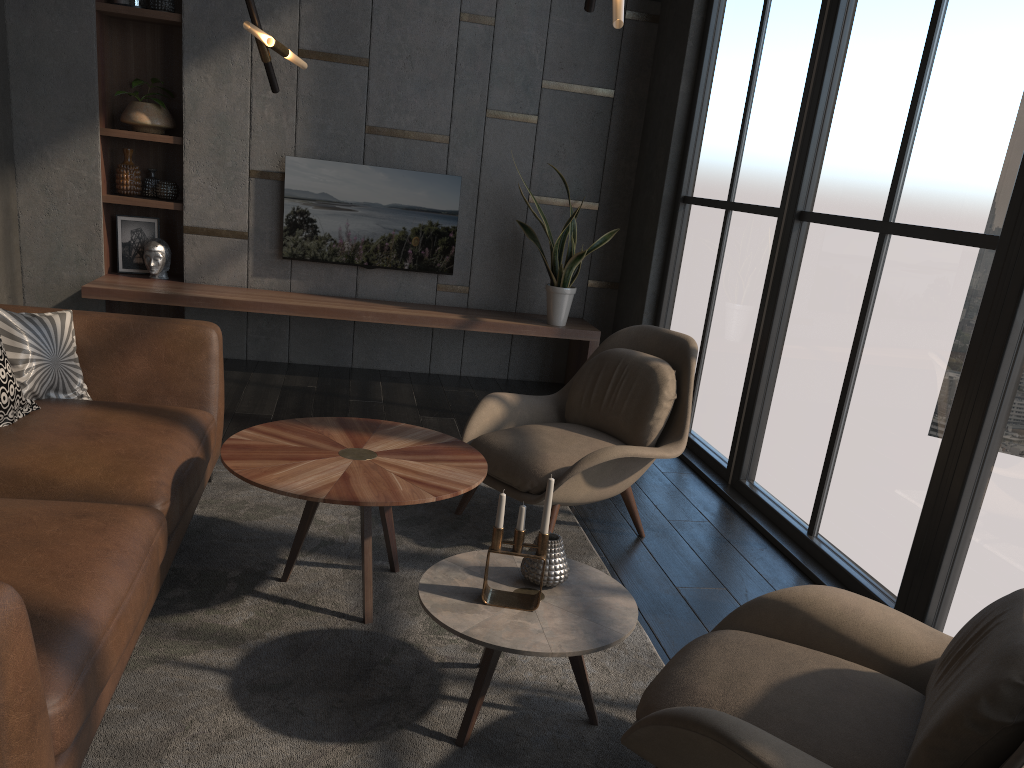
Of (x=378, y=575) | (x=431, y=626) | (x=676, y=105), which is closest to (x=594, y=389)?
(x=378, y=575)

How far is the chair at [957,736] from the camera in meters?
1.5 m

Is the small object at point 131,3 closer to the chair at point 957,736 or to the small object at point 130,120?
the small object at point 130,120

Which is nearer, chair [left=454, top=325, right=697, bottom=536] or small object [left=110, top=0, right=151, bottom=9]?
chair [left=454, top=325, right=697, bottom=536]

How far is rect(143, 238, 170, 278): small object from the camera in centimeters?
A: 567cm

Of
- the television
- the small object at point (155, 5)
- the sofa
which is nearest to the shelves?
the small object at point (155, 5)

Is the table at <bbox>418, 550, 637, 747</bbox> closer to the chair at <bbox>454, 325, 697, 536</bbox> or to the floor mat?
the floor mat

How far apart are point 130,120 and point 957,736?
5.6m

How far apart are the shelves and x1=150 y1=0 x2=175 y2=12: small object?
0.0m

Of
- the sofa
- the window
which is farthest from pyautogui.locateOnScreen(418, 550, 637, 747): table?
the window
